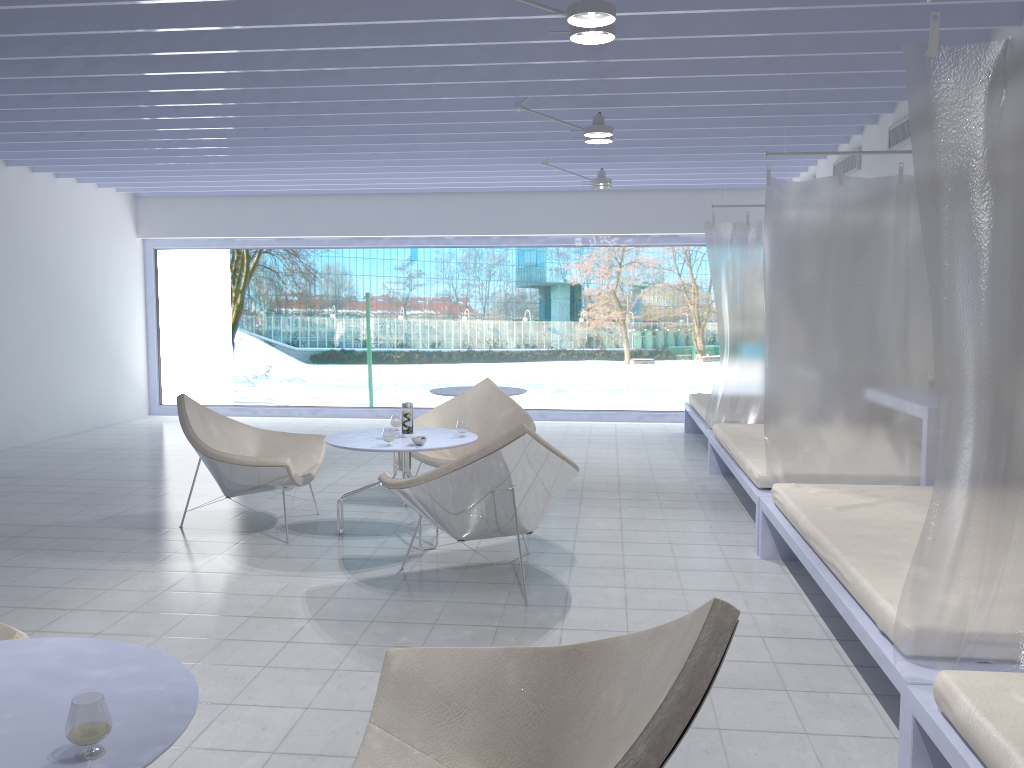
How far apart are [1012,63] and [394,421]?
3.62m

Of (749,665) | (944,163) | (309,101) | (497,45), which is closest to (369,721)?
(749,665)

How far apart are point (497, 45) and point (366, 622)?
2.8m

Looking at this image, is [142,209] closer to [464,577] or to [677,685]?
[464,577]

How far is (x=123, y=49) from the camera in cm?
428

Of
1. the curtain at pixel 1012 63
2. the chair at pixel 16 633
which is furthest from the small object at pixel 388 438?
the curtain at pixel 1012 63

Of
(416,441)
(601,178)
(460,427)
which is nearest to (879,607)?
(416,441)

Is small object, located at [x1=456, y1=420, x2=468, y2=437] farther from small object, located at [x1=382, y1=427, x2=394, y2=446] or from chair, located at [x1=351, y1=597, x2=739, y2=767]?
chair, located at [x1=351, y1=597, x2=739, y2=767]

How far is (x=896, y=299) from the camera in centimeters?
424cm

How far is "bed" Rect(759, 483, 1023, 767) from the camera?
2.5m
